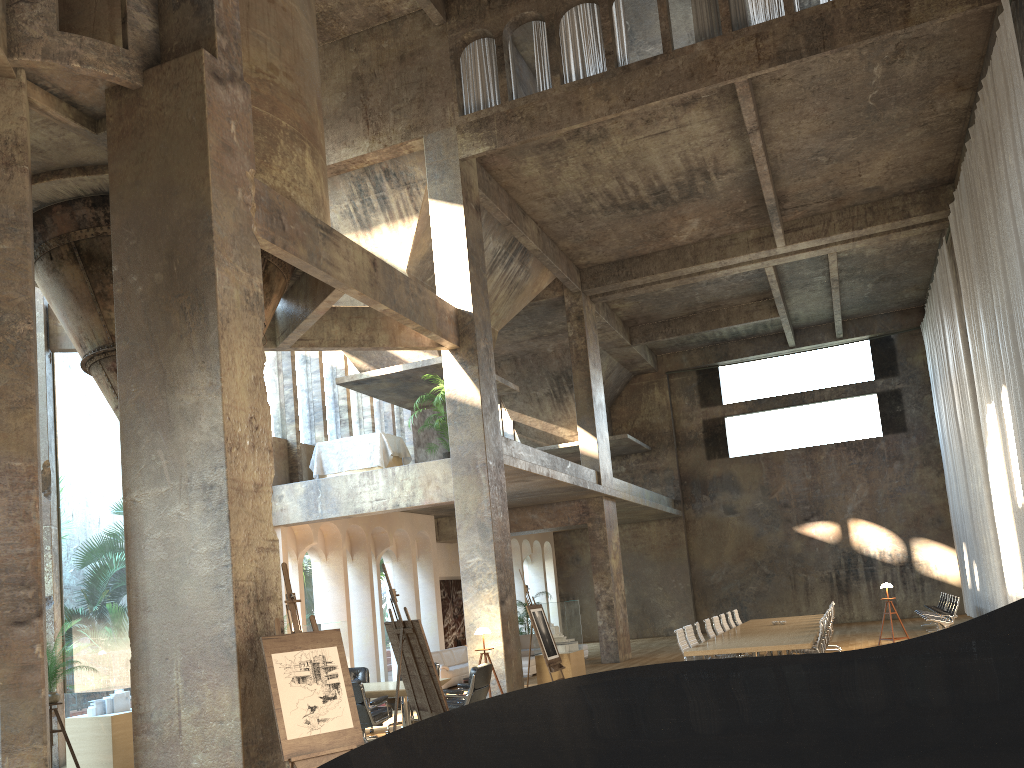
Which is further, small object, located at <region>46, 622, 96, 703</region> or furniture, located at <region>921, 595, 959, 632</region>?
furniture, located at <region>921, 595, 959, 632</region>

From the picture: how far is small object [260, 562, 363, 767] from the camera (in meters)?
6.37

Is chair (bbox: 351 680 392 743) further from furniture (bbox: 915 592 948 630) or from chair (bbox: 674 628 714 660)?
furniture (bbox: 915 592 948 630)

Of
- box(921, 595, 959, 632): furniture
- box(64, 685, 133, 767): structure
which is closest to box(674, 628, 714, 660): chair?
box(64, 685, 133, 767): structure

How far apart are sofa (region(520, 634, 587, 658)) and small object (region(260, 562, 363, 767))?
15.2 meters

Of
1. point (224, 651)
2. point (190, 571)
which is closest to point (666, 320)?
point (190, 571)

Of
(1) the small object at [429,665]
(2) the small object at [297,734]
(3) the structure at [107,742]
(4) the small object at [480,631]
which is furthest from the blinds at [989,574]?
(3) the structure at [107,742]

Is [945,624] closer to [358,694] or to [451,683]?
[451,683]

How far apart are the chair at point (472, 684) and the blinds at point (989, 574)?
12.7 meters

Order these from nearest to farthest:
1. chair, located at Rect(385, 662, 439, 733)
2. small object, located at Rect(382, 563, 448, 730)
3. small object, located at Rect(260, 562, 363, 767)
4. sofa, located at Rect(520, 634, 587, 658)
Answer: small object, located at Rect(260, 562, 363, 767), small object, located at Rect(382, 563, 448, 730), chair, located at Rect(385, 662, 439, 733), sofa, located at Rect(520, 634, 587, 658)
